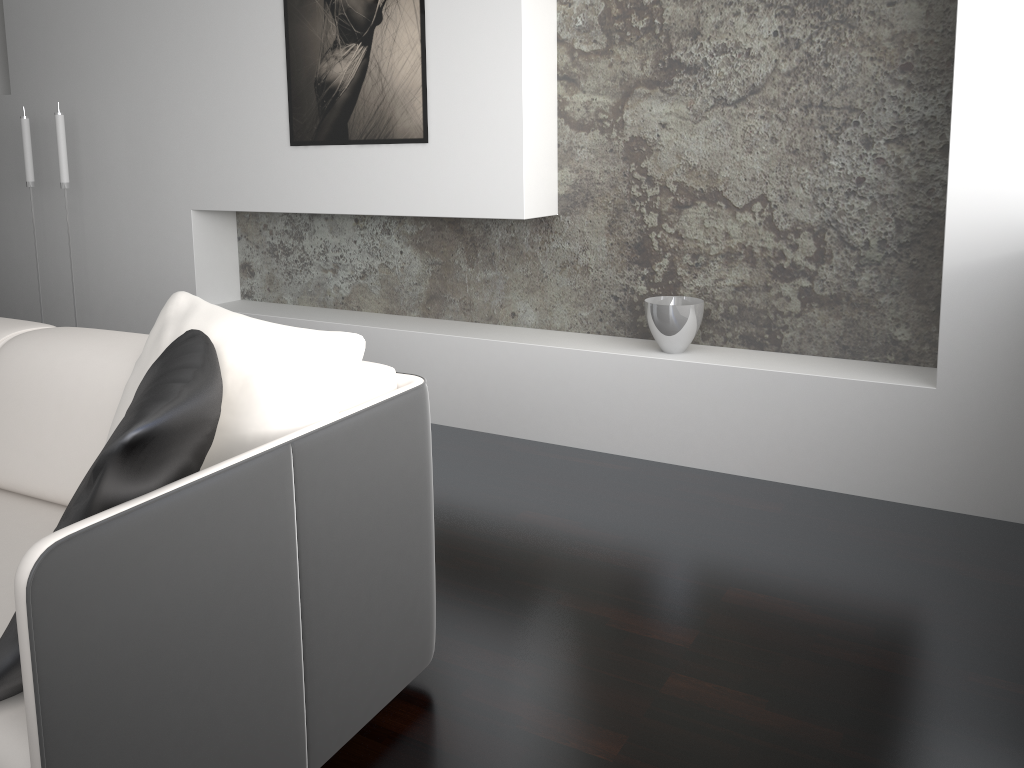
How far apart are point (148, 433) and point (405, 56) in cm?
261

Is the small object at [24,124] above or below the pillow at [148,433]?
above

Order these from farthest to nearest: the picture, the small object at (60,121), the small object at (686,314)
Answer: the small object at (60,121)
the picture
the small object at (686,314)

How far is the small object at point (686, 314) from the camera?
3.1m

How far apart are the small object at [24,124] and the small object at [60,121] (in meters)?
0.45

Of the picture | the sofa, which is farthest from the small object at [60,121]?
the sofa

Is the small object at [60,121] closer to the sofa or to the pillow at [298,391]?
the sofa

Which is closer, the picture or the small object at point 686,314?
the small object at point 686,314

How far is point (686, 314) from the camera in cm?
313

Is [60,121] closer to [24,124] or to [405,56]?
[24,124]
